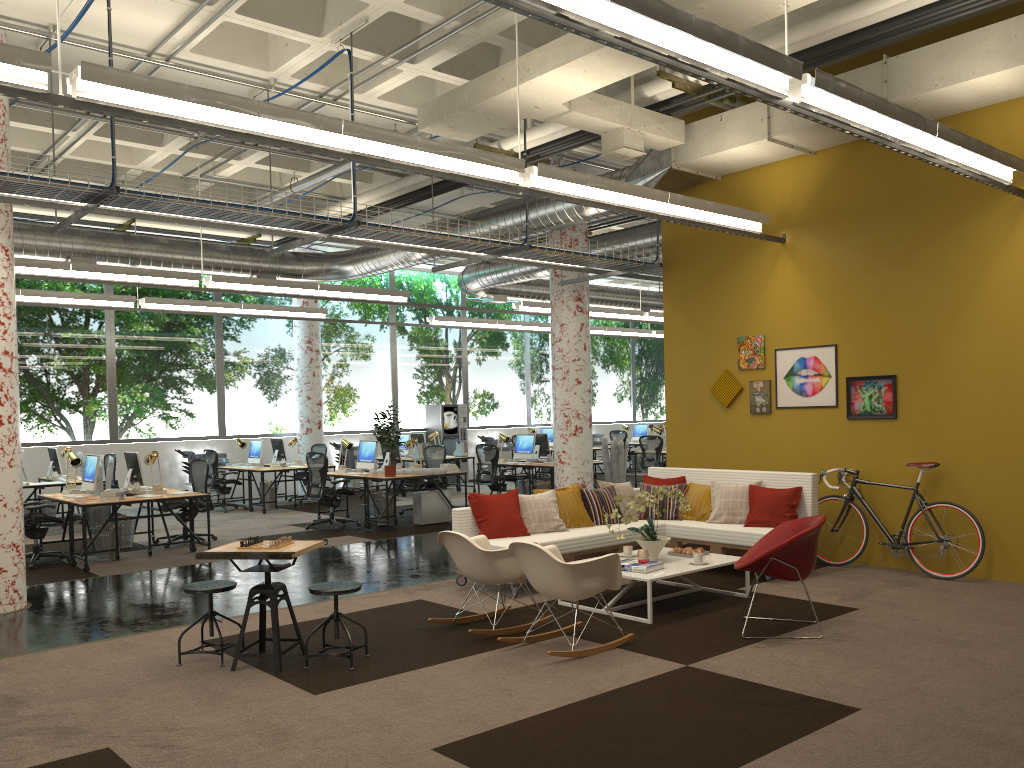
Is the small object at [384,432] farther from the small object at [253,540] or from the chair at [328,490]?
the small object at [253,540]

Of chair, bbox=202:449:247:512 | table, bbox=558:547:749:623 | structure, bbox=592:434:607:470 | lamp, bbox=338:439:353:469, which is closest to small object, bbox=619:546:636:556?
table, bbox=558:547:749:623

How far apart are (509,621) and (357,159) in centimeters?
351cm

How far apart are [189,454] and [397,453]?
5.25m

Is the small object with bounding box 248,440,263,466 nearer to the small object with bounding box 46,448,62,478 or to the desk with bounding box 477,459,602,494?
the small object with bounding box 46,448,62,478

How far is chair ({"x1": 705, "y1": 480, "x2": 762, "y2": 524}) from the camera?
8.5 meters

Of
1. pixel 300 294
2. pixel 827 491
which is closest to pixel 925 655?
pixel 827 491

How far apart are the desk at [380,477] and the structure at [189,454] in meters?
4.8

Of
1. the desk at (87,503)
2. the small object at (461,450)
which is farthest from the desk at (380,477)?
the small object at (461,450)

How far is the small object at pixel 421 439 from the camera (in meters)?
18.21
